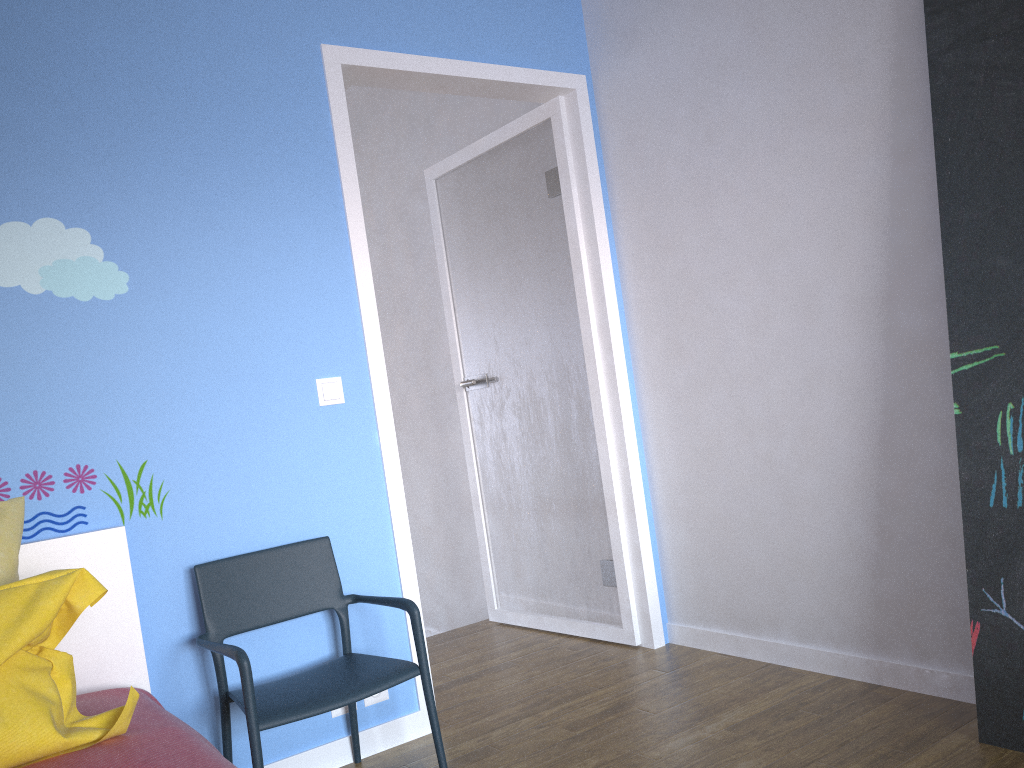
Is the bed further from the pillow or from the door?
the door

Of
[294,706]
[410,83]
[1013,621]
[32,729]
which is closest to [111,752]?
[32,729]

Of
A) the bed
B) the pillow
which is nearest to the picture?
the bed

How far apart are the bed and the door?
0.77m

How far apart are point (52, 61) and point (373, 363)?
1.2m

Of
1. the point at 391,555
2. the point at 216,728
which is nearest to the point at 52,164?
the point at 391,555

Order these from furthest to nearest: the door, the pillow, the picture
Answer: the door → the picture → the pillow

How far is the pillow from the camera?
1.5m

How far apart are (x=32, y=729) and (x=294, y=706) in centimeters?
67cm

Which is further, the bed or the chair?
the chair
